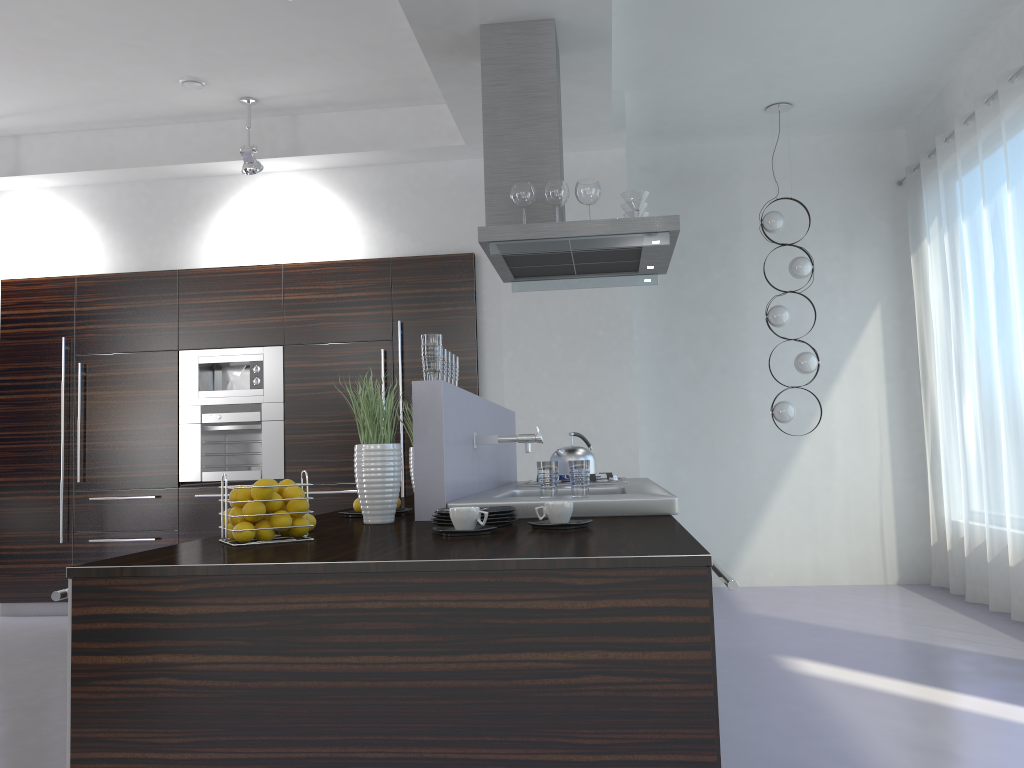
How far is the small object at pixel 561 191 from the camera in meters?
4.1

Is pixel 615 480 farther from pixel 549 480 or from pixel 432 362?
pixel 432 362

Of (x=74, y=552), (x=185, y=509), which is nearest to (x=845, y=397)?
Answer: (x=185, y=509)

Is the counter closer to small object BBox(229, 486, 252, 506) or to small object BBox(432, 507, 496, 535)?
small object BBox(432, 507, 496, 535)

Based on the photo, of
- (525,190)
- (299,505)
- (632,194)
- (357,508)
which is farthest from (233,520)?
(632,194)

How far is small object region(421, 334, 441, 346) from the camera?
2.9 meters

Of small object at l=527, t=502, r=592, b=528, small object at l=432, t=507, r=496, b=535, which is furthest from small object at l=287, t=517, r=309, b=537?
small object at l=527, t=502, r=592, b=528

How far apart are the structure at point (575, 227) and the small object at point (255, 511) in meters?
2.1

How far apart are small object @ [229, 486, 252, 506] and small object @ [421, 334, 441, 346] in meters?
0.9 m

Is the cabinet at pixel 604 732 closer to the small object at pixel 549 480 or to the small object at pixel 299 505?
the small object at pixel 299 505
